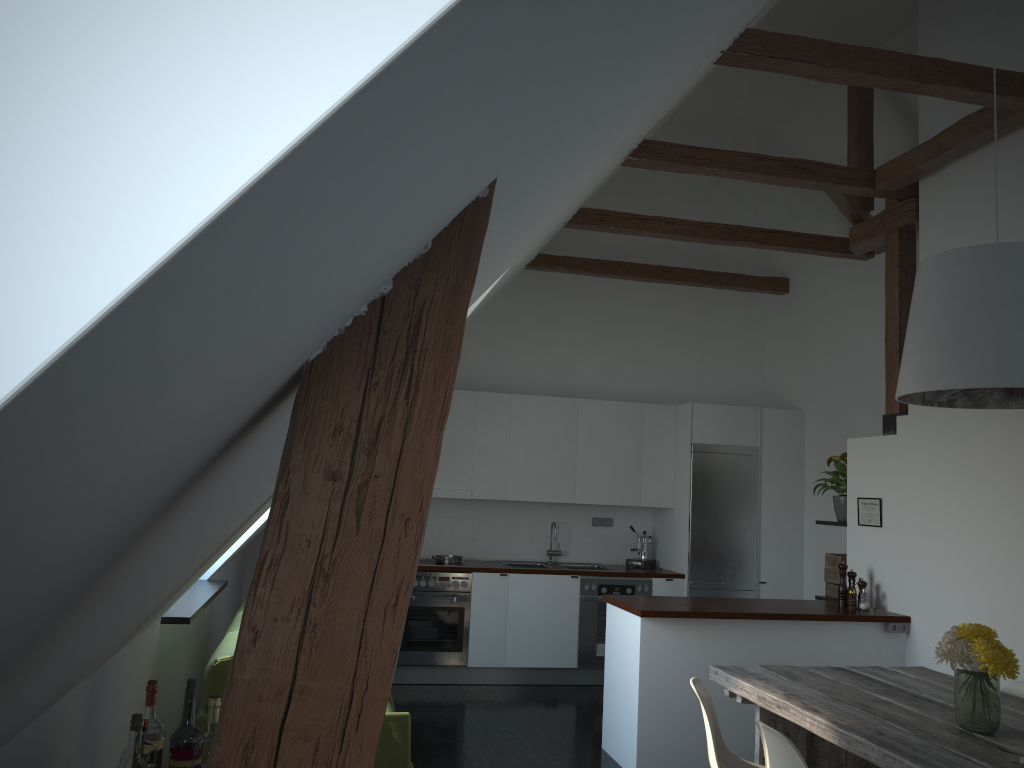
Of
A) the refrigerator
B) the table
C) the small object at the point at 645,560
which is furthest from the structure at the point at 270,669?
the small object at the point at 645,560

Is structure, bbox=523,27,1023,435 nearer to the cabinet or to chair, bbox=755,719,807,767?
the cabinet

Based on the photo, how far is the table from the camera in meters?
2.8

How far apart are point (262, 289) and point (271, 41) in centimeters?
17cm

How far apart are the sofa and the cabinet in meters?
1.4 m

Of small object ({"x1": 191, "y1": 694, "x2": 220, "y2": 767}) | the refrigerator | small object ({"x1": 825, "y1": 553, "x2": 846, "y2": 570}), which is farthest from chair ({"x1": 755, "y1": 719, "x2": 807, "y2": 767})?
the refrigerator

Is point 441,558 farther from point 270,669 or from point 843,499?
point 270,669

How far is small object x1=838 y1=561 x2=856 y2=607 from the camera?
5.5 meters

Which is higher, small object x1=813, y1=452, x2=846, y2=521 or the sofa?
small object x1=813, y1=452, x2=846, y2=521

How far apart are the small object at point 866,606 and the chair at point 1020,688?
1.4 meters
